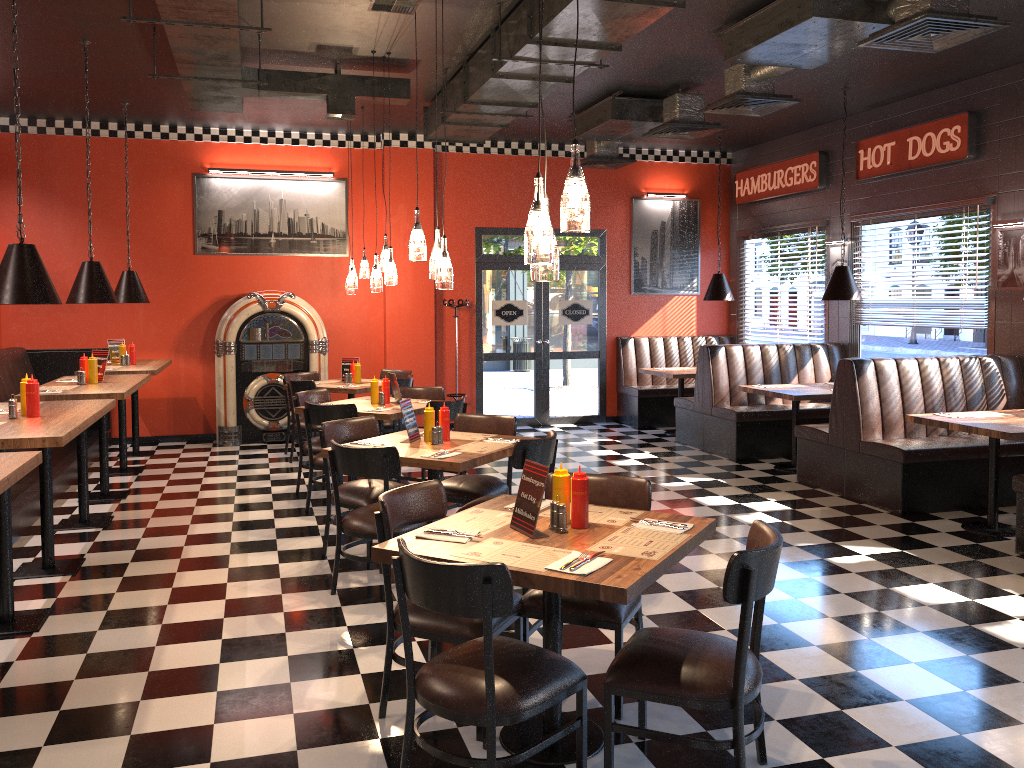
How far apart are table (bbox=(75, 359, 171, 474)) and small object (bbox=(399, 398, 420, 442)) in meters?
3.9 m

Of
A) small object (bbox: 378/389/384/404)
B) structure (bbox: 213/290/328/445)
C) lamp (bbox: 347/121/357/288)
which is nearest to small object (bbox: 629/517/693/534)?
small object (bbox: 378/389/384/404)

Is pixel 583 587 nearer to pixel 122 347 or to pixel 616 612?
pixel 616 612

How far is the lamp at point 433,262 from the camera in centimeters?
534cm

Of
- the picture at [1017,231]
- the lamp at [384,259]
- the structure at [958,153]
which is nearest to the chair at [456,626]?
the lamp at [384,259]

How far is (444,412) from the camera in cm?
544

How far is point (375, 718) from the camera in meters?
3.5 m

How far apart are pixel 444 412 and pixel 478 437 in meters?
0.3

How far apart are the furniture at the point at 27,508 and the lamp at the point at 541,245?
4.7 meters

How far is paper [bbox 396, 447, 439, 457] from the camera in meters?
5.0
